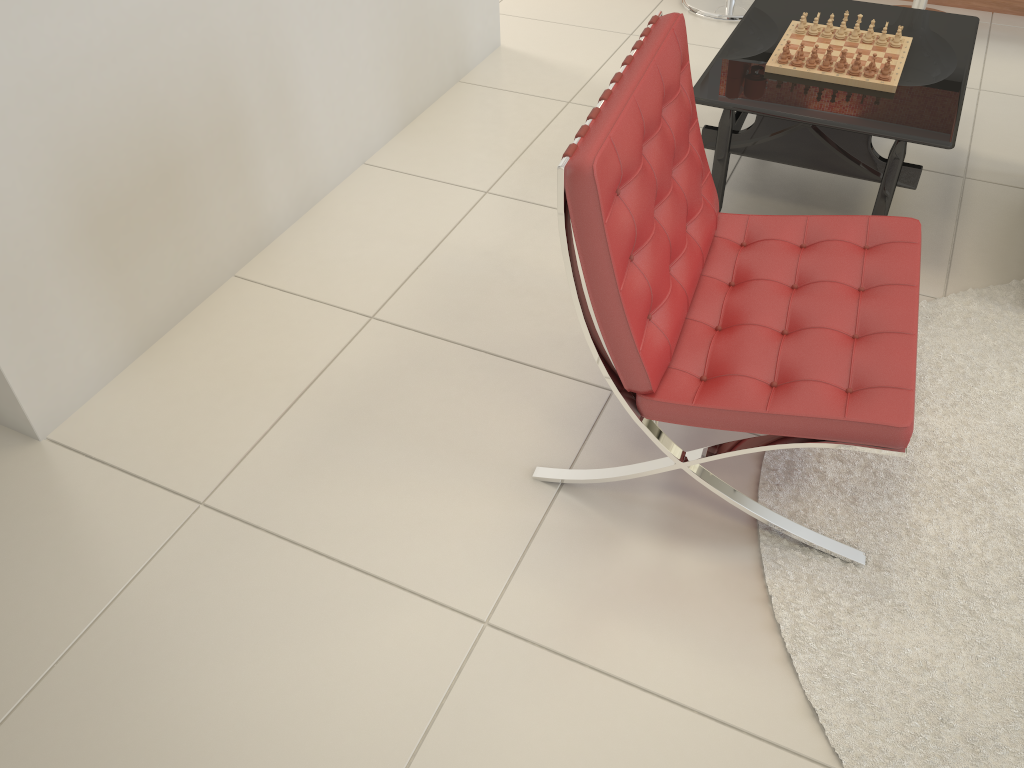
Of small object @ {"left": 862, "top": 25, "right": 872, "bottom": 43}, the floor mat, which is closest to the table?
small object @ {"left": 862, "top": 25, "right": 872, "bottom": 43}

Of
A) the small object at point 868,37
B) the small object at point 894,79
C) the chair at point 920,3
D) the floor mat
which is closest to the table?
the small object at point 894,79

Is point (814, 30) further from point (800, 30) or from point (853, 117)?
point (853, 117)

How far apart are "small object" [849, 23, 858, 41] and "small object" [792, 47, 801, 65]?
0.3m

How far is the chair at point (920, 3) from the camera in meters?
3.6 m

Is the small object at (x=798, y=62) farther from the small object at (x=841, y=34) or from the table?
the small object at (x=841, y=34)

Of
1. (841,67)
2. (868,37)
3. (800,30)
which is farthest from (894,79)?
(800,30)

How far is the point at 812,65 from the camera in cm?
248

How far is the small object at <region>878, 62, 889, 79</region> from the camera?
2.4m

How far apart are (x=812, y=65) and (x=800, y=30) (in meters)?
0.25
